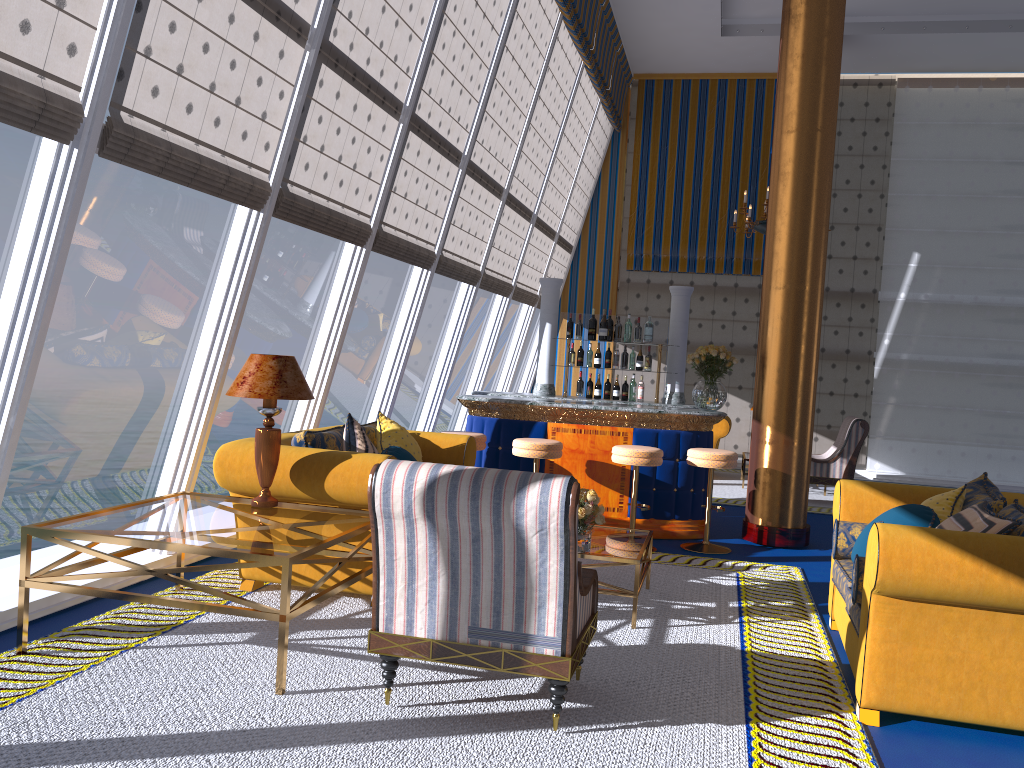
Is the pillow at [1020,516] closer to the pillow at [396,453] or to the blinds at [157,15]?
the pillow at [396,453]

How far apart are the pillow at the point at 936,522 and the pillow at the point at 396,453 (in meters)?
2.61

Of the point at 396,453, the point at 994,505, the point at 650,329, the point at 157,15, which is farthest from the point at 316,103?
the point at 994,505

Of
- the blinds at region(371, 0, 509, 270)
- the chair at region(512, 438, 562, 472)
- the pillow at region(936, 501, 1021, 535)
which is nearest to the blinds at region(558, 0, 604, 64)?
the blinds at region(371, 0, 509, 270)

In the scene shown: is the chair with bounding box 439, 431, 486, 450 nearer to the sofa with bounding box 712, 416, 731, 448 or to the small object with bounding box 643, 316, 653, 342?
the small object with bounding box 643, 316, 653, 342

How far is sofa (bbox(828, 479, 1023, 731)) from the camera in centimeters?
334cm

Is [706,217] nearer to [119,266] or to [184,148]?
[184,148]

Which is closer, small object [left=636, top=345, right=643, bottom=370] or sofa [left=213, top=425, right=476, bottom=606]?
sofa [left=213, top=425, right=476, bottom=606]

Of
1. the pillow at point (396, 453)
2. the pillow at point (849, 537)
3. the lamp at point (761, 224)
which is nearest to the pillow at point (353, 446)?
the pillow at point (396, 453)

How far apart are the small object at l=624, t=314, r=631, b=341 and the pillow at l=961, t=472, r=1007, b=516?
4.1m
